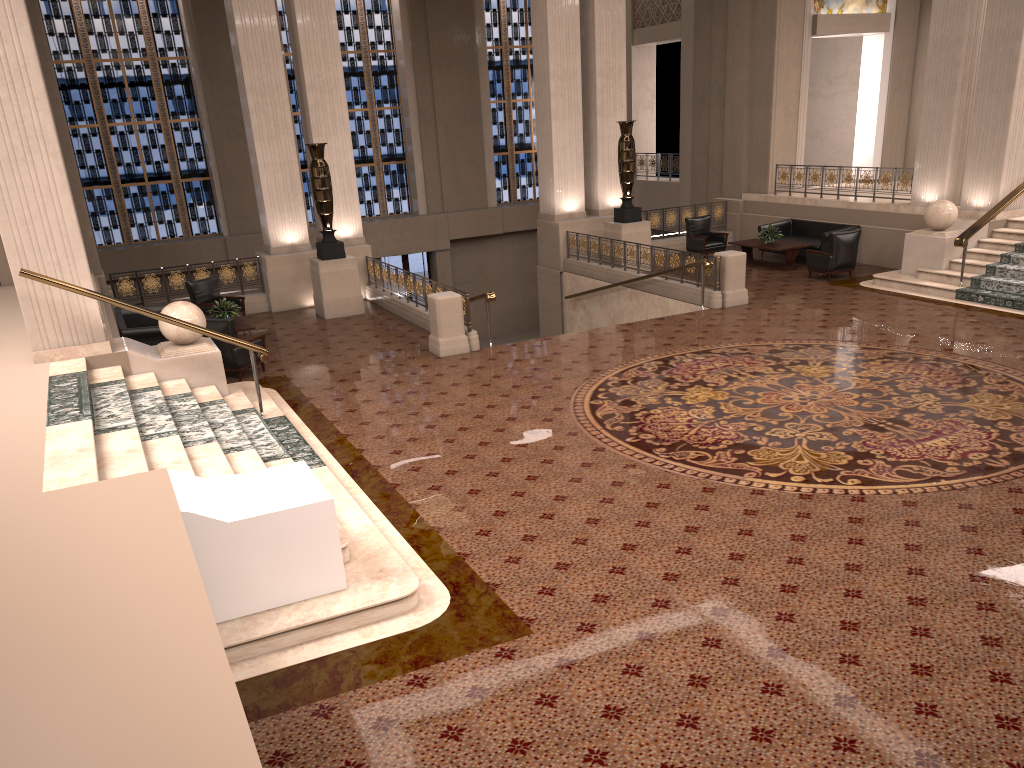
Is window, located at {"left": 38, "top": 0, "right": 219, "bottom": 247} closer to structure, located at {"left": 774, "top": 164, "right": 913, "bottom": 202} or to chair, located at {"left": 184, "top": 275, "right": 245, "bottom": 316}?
chair, located at {"left": 184, "top": 275, "right": 245, "bottom": 316}

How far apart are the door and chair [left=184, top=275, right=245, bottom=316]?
9.6 meters

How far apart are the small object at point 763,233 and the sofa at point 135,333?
11.1 meters

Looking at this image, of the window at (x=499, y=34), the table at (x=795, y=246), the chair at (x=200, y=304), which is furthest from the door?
the table at (x=795, y=246)

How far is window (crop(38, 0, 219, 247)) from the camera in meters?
20.5

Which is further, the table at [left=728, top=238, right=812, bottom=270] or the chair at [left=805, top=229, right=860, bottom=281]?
the table at [left=728, top=238, right=812, bottom=270]

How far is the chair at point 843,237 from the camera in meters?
15.4

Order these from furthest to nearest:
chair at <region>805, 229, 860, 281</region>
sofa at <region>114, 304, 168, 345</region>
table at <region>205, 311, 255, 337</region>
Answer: chair at <region>805, 229, 860, 281</region>
table at <region>205, 311, 255, 337</region>
sofa at <region>114, 304, 168, 345</region>

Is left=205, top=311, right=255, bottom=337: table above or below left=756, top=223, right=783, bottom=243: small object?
below

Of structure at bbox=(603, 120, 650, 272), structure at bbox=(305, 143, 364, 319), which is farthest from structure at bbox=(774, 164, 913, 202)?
structure at bbox=(305, 143, 364, 319)
